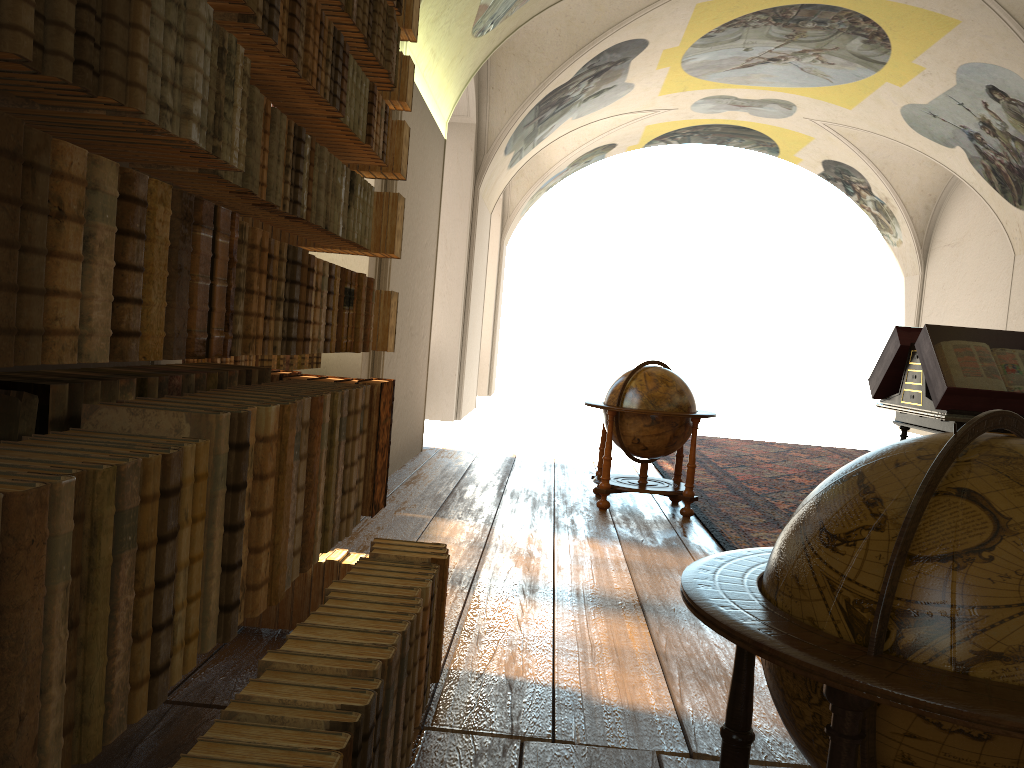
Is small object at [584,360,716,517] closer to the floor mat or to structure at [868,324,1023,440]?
the floor mat

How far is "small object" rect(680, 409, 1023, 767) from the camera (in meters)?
1.54

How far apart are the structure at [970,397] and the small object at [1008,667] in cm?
578

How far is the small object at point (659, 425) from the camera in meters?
8.2

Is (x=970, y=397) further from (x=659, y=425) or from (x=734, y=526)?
(x=659, y=425)

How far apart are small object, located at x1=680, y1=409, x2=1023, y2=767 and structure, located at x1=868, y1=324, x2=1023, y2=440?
5.8m

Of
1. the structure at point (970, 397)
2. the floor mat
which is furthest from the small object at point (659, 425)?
the structure at point (970, 397)

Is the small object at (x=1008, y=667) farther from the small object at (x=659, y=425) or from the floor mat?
the small object at (x=659, y=425)

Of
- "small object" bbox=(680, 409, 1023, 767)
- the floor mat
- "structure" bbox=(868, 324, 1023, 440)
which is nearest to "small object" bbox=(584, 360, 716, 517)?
the floor mat

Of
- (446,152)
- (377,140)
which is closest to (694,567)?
→ (377,140)
